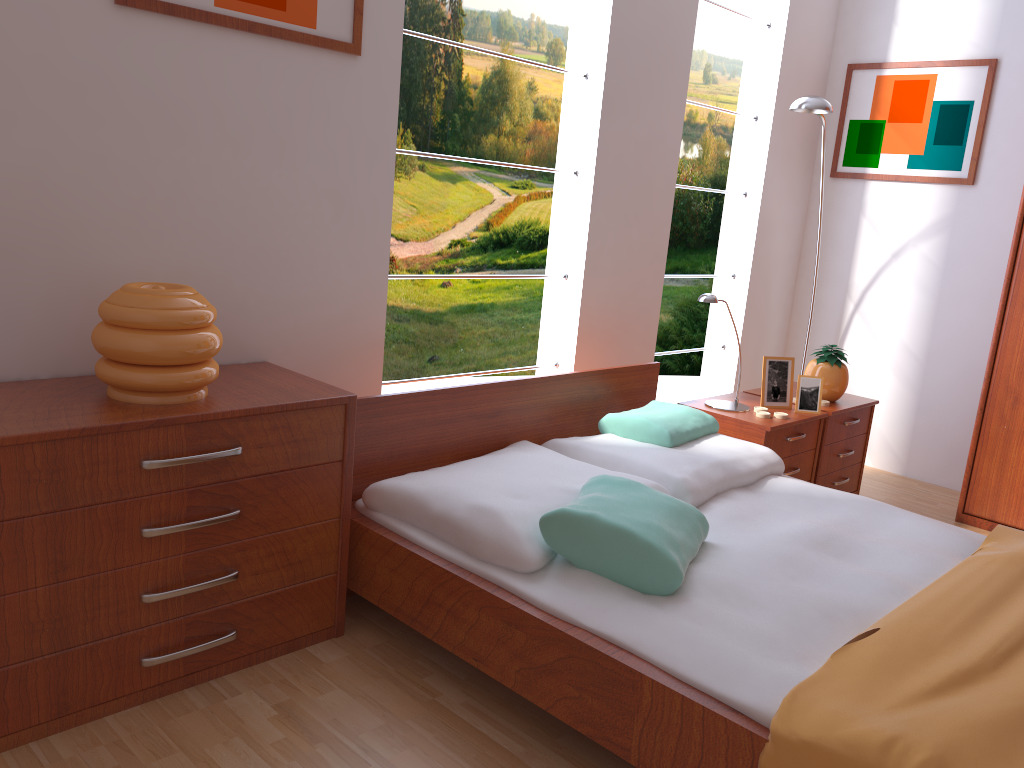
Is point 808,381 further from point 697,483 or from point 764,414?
point 697,483

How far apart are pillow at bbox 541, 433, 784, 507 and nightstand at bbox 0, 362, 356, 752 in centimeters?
81cm

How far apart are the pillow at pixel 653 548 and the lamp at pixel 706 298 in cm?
97

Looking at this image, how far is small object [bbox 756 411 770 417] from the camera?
3.1m

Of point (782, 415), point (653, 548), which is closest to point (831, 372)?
point (782, 415)

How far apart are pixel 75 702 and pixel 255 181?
1.3m

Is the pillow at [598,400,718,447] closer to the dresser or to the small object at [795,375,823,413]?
the small object at [795,375,823,413]

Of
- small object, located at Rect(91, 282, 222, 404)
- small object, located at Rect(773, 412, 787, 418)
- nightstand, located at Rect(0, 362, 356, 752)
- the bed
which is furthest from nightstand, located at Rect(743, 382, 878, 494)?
small object, located at Rect(91, 282, 222, 404)

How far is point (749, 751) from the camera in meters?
1.5

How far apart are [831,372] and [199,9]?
2.5 meters
